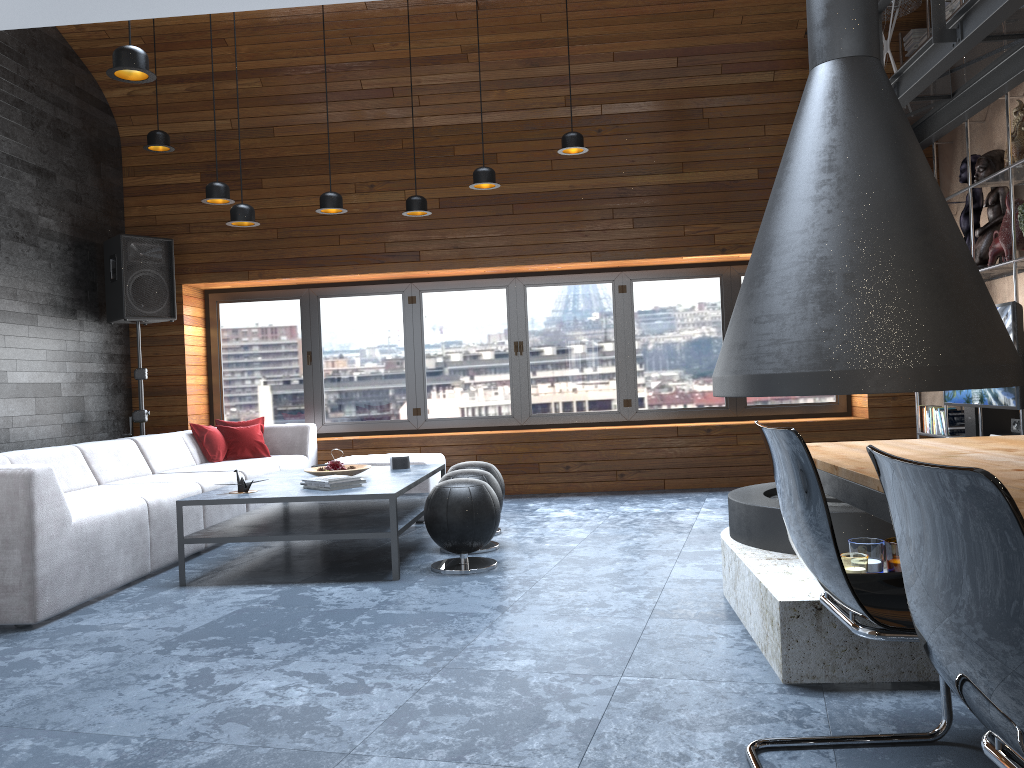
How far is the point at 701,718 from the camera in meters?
2.4

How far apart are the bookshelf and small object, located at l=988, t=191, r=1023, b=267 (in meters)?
0.09

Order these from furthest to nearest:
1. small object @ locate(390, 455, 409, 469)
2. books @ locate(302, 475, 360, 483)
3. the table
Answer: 1. small object @ locate(390, 455, 409, 469)
2. books @ locate(302, 475, 360, 483)
3. the table

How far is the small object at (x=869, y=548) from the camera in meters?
2.9 m

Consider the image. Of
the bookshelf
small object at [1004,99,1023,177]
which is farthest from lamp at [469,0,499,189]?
small object at [1004,99,1023,177]

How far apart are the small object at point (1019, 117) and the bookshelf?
0.19m

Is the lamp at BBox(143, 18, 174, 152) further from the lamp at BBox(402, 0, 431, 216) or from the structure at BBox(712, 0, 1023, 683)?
the structure at BBox(712, 0, 1023, 683)

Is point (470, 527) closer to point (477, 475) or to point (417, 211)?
point (477, 475)

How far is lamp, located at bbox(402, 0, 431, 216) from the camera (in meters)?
6.24

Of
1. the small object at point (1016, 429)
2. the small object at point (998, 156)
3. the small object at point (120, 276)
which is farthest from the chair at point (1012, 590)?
the small object at point (120, 276)
